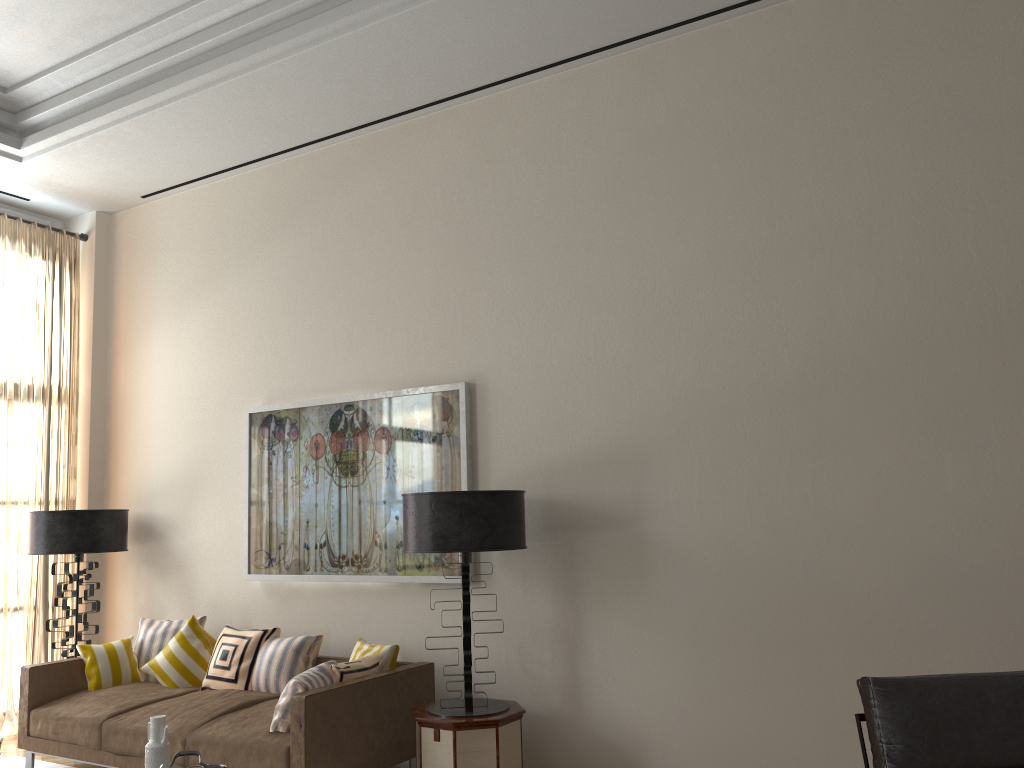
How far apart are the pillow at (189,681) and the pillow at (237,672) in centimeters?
19cm

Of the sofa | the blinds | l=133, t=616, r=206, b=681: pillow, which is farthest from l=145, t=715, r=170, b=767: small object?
the blinds

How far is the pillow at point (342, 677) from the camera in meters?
5.8 m

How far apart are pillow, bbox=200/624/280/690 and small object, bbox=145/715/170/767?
2.5 meters

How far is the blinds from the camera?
8.1m

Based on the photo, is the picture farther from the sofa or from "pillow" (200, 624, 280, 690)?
the sofa

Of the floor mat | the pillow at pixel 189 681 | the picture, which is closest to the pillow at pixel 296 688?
the picture

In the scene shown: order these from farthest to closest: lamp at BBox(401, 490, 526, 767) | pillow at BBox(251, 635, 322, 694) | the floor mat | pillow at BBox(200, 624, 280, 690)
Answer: the floor mat → pillow at BBox(200, 624, 280, 690) → pillow at BBox(251, 635, 322, 694) → lamp at BBox(401, 490, 526, 767)

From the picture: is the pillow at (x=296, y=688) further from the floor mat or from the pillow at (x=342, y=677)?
the floor mat

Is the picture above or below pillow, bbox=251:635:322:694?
above
